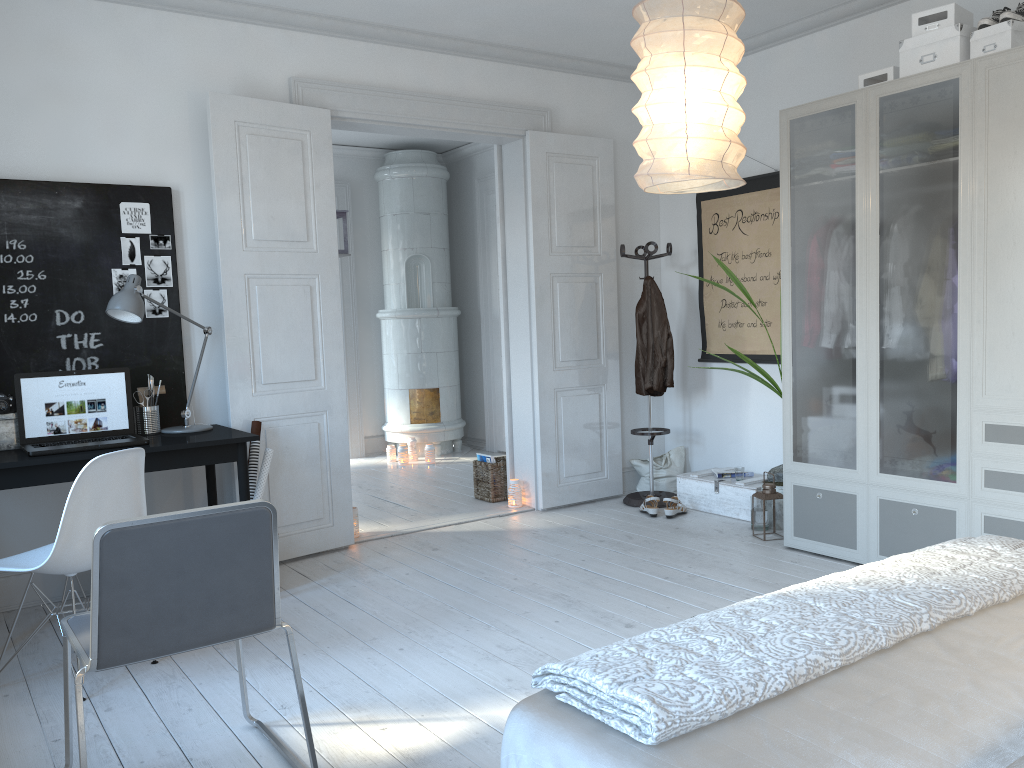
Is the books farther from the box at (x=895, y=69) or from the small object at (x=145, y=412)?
the box at (x=895, y=69)

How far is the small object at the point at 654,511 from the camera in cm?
529

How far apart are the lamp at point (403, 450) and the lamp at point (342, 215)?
1.99m

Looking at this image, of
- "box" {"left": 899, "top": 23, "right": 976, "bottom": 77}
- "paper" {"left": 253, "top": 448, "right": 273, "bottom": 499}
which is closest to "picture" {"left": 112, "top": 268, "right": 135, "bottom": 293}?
"paper" {"left": 253, "top": 448, "right": 273, "bottom": 499}

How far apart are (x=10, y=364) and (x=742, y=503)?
3.84m

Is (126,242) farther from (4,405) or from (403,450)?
(403,450)

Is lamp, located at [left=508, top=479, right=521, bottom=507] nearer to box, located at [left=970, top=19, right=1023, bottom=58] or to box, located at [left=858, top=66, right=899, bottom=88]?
box, located at [left=858, top=66, right=899, bottom=88]

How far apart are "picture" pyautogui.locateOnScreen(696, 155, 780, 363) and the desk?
3.11m

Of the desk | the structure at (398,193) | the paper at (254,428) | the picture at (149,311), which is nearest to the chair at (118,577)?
the desk

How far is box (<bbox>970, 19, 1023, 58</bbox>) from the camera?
3.58m
